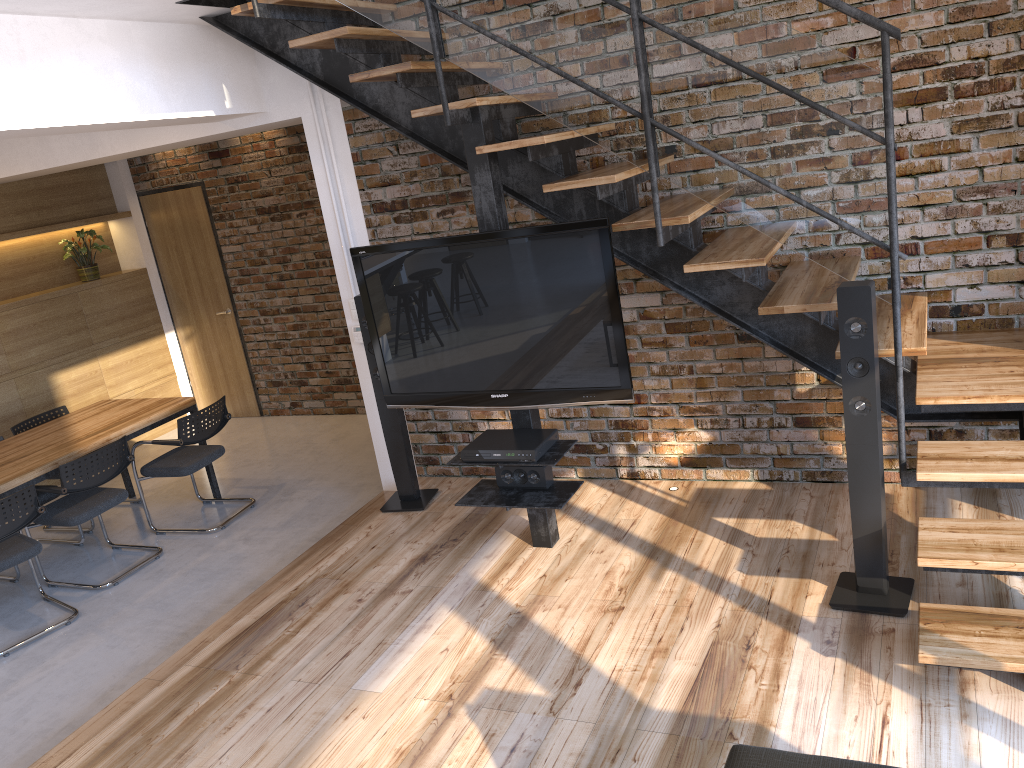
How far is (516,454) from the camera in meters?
3.8

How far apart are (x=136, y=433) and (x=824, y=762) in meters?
4.8

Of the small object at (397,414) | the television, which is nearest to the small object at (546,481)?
the television

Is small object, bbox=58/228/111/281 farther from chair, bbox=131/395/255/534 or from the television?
the television

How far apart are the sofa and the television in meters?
1.9 m

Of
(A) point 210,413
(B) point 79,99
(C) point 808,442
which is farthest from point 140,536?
(C) point 808,442

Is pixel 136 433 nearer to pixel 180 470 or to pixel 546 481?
pixel 180 470

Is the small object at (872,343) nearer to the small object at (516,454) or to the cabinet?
the small object at (516,454)

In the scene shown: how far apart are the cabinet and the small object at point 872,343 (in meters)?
4.17

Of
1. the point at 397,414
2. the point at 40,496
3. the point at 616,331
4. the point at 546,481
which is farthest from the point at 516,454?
the point at 40,496
